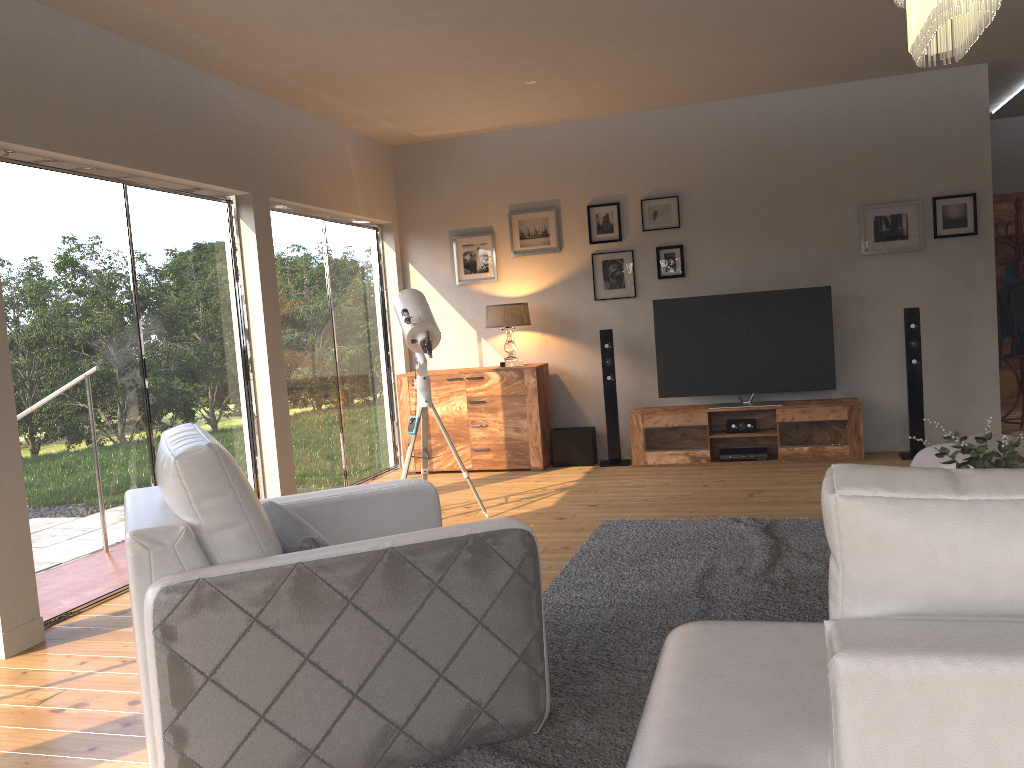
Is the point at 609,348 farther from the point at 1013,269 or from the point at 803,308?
the point at 1013,269

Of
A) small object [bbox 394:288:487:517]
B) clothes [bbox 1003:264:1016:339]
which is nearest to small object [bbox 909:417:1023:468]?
small object [bbox 394:288:487:517]

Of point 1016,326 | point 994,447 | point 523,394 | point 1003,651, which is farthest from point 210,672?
point 1016,326

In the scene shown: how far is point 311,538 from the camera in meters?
2.4

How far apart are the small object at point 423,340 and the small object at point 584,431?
1.66m

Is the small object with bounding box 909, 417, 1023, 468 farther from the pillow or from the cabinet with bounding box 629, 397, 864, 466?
the cabinet with bounding box 629, 397, 864, 466

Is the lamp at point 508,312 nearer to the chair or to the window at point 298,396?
the window at point 298,396

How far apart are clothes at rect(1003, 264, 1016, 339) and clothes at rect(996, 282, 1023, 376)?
0.31m

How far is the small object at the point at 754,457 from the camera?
6.72m

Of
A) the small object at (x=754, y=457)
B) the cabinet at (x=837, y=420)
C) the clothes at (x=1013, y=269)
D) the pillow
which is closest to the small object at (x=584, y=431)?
A: the cabinet at (x=837, y=420)
